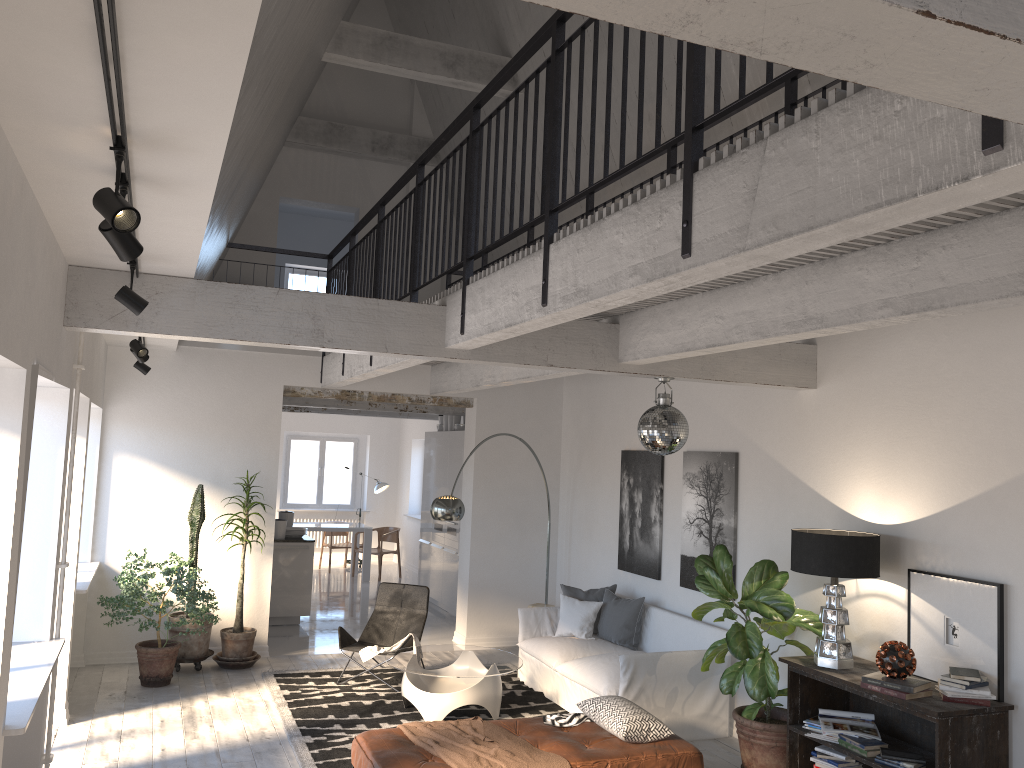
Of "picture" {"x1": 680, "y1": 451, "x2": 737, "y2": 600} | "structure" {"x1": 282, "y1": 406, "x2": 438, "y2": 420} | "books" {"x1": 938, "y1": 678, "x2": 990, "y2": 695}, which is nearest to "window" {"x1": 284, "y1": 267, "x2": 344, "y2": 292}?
"structure" {"x1": 282, "y1": 406, "x2": 438, "y2": 420}

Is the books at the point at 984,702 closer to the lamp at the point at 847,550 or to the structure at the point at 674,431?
the lamp at the point at 847,550

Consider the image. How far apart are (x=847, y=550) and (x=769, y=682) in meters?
1.0 m

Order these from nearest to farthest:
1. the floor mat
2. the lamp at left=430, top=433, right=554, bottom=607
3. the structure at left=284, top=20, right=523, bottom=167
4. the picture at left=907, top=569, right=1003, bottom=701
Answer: the picture at left=907, top=569, right=1003, bottom=701
the floor mat
the lamp at left=430, top=433, right=554, bottom=607
the structure at left=284, top=20, right=523, bottom=167

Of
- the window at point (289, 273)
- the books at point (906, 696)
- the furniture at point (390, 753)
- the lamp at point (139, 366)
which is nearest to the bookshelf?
the books at point (906, 696)

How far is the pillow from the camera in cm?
789

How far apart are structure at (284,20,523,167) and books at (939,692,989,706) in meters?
6.8 m

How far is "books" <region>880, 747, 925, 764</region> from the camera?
4.8m

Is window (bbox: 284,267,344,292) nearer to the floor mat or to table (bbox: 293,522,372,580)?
table (bbox: 293,522,372,580)

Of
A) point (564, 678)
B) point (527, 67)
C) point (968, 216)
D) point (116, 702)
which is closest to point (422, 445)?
point (527, 67)
